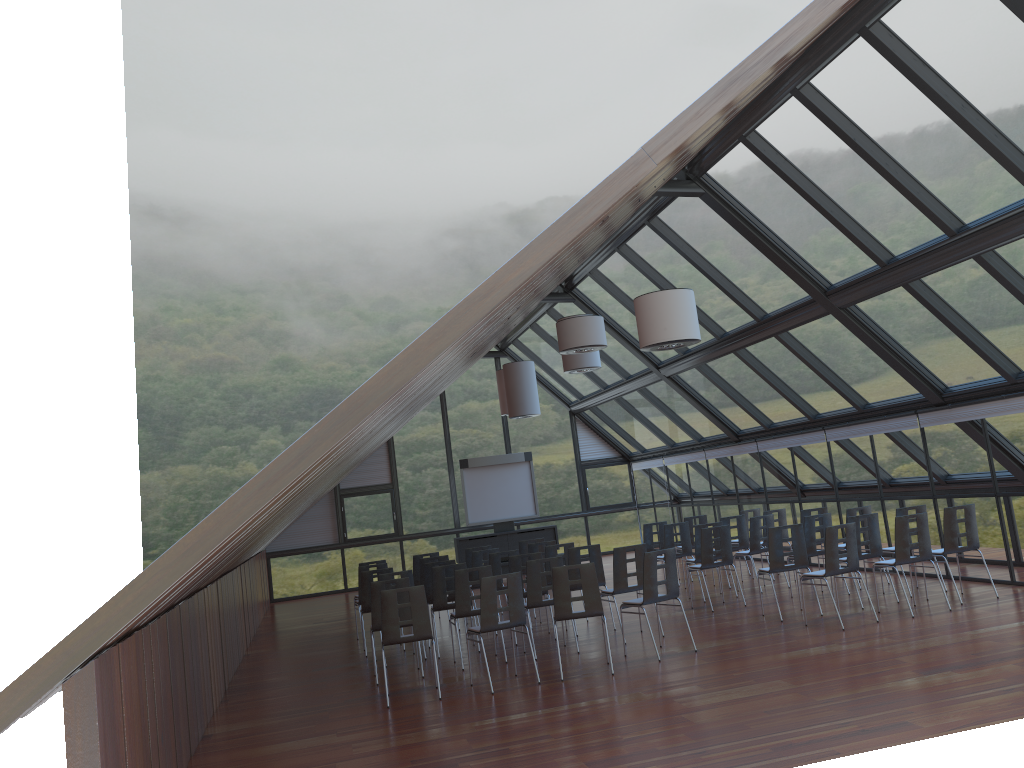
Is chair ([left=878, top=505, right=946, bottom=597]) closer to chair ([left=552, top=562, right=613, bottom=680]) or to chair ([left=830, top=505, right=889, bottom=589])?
chair ([left=830, top=505, right=889, bottom=589])

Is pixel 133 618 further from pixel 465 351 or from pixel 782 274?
pixel 782 274

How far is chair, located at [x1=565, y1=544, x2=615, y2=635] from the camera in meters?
12.3

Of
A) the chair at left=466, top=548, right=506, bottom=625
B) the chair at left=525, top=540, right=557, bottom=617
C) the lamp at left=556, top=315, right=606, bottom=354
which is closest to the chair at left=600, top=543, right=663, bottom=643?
the lamp at left=556, top=315, right=606, bottom=354

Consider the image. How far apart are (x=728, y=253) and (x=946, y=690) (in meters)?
7.77

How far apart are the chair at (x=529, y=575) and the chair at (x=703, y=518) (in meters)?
6.51

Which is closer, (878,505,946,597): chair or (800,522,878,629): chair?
(800,522,878,629): chair

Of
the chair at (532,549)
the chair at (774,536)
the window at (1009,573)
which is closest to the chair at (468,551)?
the chair at (532,549)

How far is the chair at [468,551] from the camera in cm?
1536

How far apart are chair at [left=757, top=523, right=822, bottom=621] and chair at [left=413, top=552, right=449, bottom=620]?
6.10m
